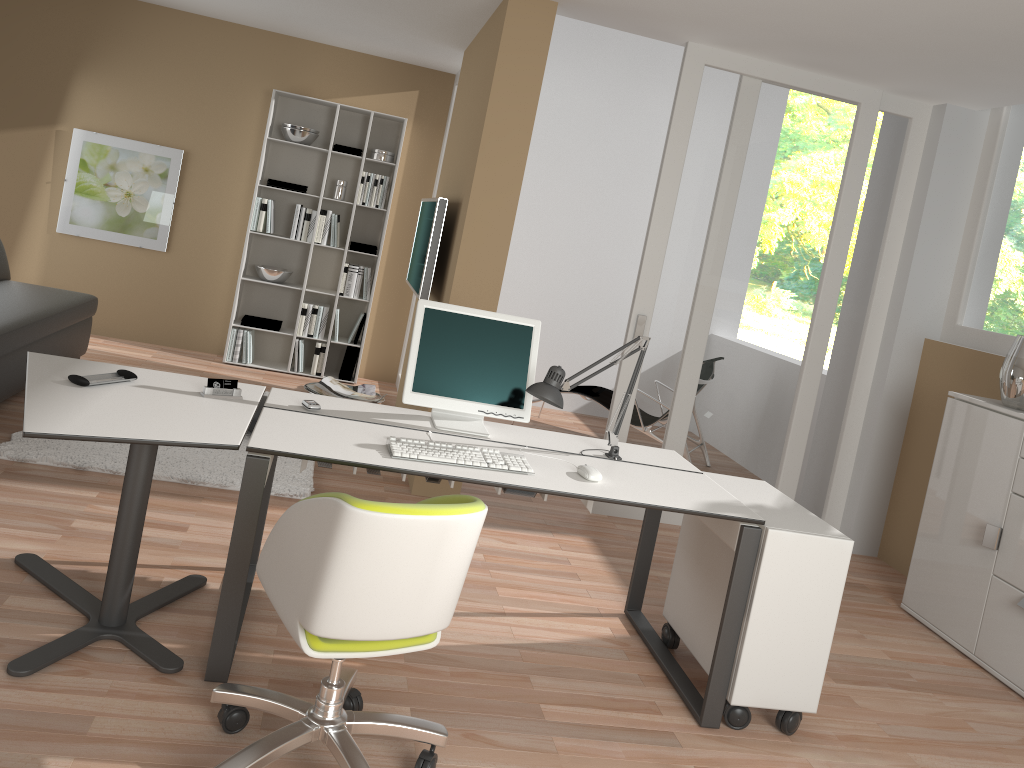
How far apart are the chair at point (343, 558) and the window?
3.64m

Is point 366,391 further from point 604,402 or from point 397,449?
point 397,449

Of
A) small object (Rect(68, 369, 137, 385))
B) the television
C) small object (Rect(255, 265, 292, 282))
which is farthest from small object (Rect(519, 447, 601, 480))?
small object (Rect(255, 265, 292, 282))

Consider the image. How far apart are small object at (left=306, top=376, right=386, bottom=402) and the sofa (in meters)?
1.51

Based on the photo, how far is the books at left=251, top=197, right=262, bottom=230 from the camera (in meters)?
6.68

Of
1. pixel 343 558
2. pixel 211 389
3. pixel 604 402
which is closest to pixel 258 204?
pixel 604 402

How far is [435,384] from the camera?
3.2m

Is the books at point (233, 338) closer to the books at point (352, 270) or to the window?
the books at point (352, 270)

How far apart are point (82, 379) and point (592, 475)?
1.6 meters

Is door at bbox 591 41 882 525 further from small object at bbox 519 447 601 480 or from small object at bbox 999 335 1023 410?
small object at bbox 519 447 601 480
